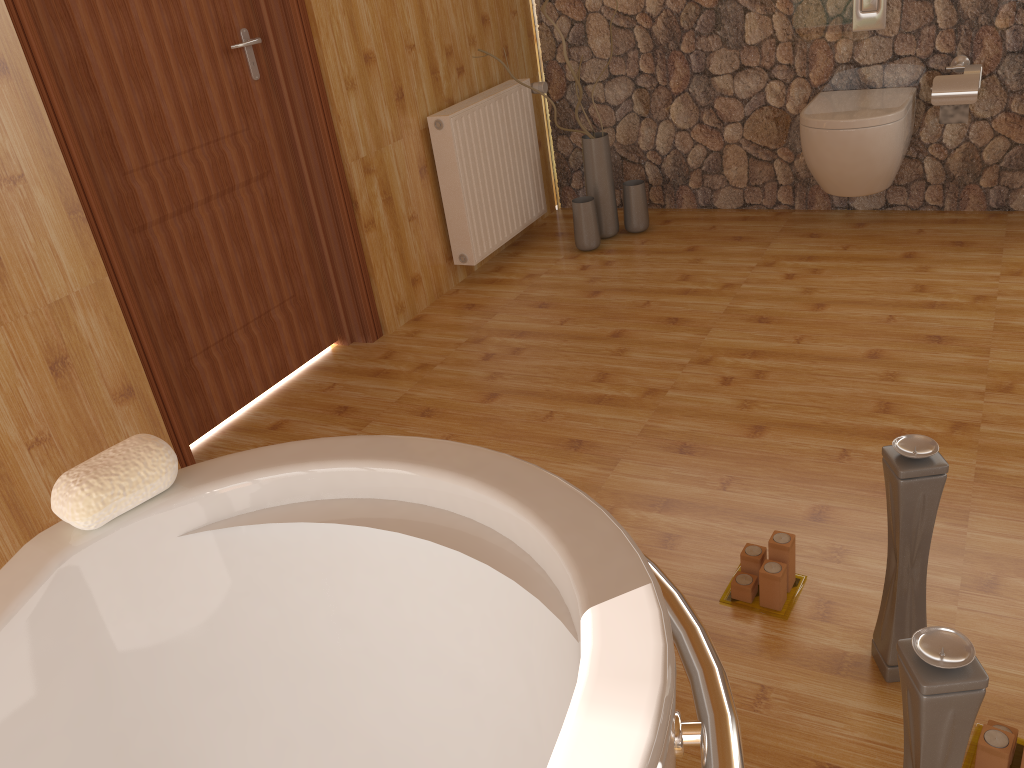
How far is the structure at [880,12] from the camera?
3.39m

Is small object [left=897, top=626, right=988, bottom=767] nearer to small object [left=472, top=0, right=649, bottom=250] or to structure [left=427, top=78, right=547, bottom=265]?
structure [left=427, top=78, right=547, bottom=265]

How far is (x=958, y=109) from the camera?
3.3m

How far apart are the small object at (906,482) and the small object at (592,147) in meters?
2.5

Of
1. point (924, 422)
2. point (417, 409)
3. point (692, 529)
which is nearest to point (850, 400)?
point (924, 422)

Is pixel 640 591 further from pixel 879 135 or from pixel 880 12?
pixel 880 12

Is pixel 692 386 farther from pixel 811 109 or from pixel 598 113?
pixel 598 113

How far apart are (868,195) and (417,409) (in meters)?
2.21

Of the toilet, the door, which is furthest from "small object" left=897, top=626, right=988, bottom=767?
the toilet

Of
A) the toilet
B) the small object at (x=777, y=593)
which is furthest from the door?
the toilet
